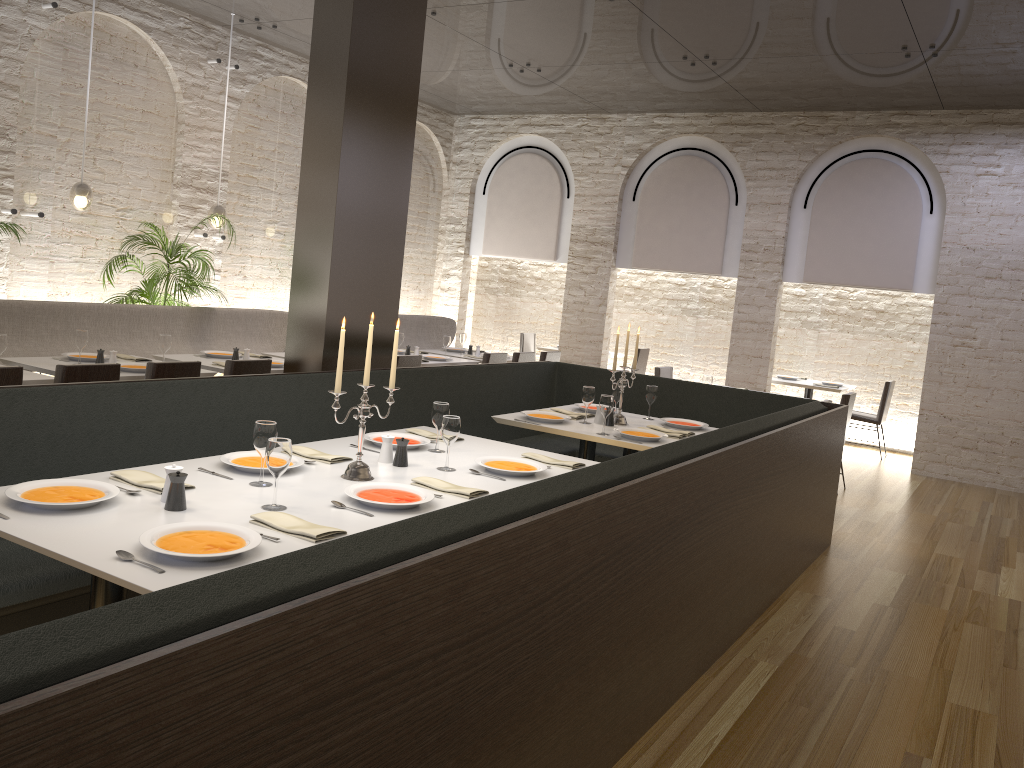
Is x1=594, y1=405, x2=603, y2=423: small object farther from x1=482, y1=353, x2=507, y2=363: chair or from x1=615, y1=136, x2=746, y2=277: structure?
x1=615, y1=136, x2=746, y2=277: structure

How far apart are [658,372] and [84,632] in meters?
7.7

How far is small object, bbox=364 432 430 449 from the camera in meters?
4.1

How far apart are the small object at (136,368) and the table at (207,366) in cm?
Answer: 60

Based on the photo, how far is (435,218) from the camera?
12.10m

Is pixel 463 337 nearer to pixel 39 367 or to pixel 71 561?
pixel 39 367

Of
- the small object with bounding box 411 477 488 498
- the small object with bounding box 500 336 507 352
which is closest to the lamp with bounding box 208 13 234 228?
the small object with bounding box 500 336 507 352

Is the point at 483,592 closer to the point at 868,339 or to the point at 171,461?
the point at 171,461

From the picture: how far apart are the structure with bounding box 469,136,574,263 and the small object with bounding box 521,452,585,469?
7.78m

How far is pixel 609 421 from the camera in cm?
553
